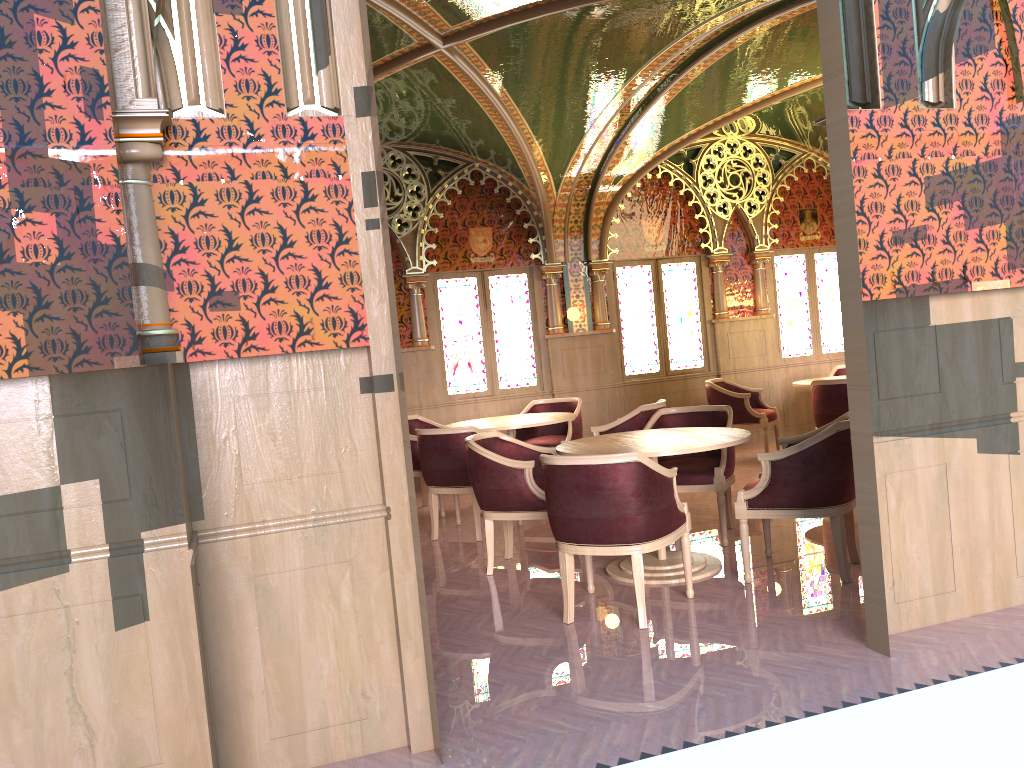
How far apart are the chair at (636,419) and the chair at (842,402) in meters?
1.7

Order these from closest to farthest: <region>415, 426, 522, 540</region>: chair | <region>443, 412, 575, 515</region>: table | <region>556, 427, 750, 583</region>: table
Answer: <region>556, 427, 750, 583</region>: table → <region>415, 426, 522, 540</region>: chair → <region>443, 412, 575, 515</region>: table

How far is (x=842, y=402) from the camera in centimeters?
766cm

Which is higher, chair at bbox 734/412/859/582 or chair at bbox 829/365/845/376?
chair at bbox 829/365/845/376

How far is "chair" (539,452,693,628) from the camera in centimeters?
417cm

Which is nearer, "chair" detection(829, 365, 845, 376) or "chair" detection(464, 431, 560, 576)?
"chair" detection(464, 431, 560, 576)

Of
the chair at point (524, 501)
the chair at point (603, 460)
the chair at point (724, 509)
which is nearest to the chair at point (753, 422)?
the chair at point (724, 509)

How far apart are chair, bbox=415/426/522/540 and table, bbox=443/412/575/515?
0.6m

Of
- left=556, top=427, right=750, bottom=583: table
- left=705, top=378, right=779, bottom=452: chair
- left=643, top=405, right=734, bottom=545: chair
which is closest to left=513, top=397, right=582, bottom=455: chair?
left=705, top=378, right=779, bottom=452: chair

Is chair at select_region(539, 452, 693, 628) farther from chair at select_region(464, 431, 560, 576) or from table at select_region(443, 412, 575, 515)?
table at select_region(443, 412, 575, 515)
